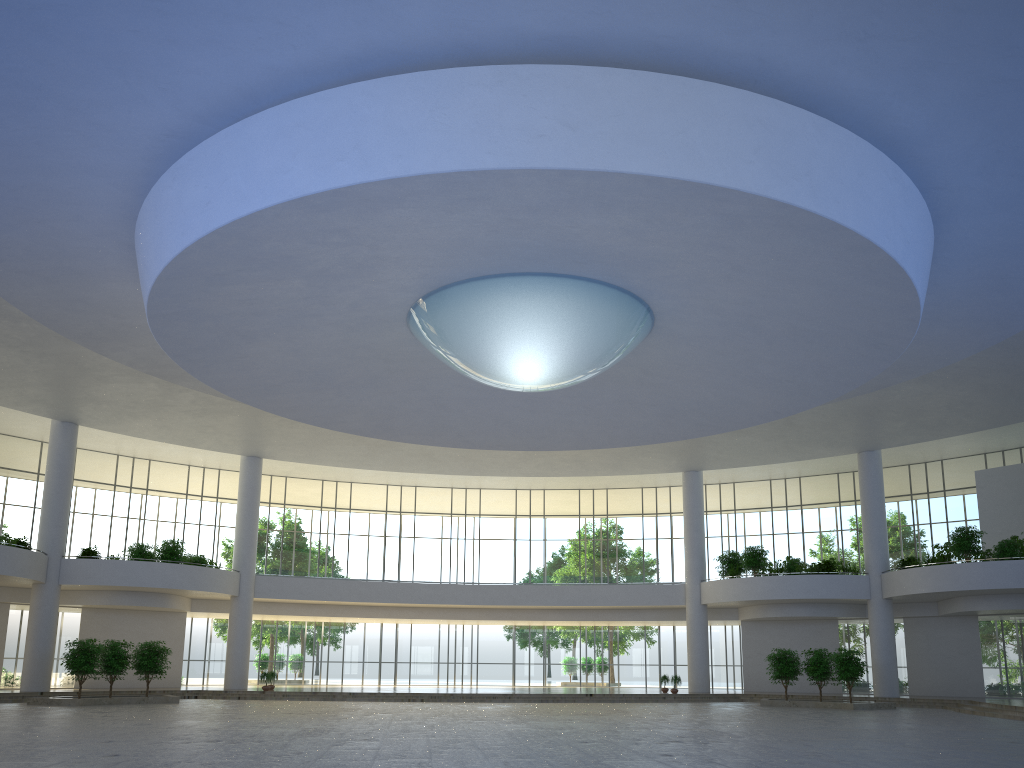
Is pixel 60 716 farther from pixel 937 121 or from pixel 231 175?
pixel 937 121
